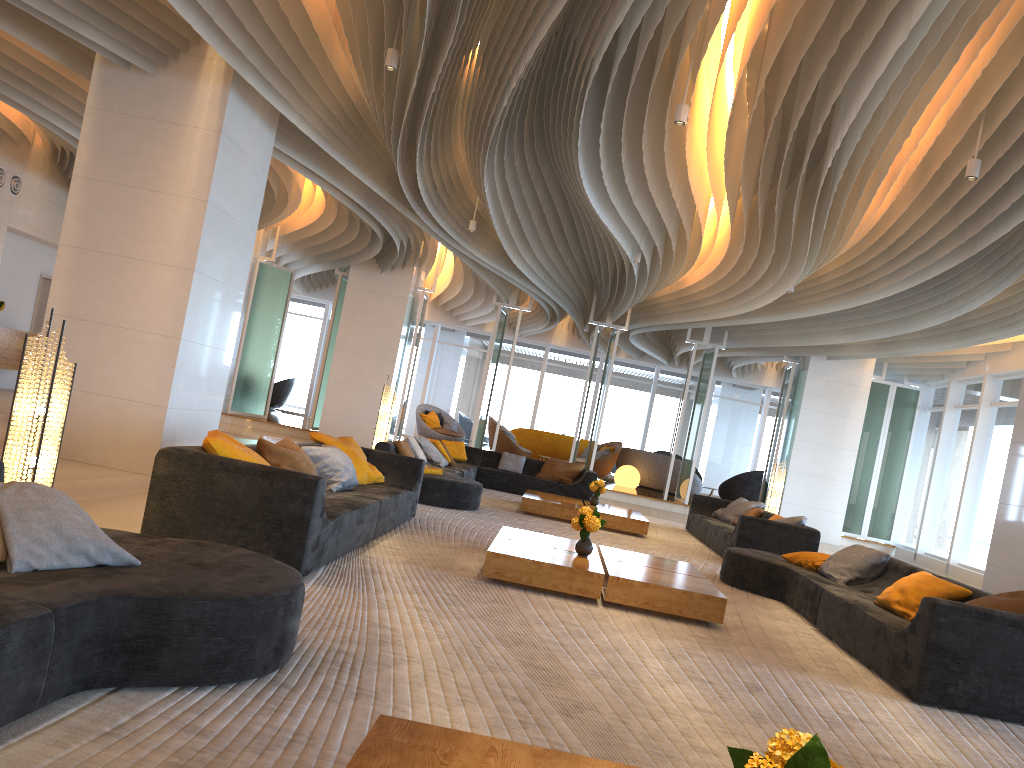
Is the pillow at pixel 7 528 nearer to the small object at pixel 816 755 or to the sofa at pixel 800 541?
the small object at pixel 816 755

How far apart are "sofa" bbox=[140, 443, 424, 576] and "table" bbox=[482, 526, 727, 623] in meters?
0.9

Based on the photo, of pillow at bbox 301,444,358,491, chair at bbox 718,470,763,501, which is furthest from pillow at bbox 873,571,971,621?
A: chair at bbox 718,470,763,501

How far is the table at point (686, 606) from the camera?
5.8 meters

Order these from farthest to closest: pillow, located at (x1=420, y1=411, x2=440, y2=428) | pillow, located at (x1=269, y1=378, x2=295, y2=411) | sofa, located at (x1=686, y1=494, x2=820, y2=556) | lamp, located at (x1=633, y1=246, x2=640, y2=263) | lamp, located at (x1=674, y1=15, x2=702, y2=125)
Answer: pillow, located at (x1=269, y1=378, x2=295, y2=411) < pillow, located at (x1=420, y1=411, x2=440, y2=428) < lamp, located at (x1=633, y1=246, x2=640, y2=263) < sofa, located at (x1=686, y1=494, x2=820, y2=556) < lamp, located at (x1=674, y1=15, x2=702, y2=125)

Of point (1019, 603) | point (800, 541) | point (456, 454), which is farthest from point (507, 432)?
point (1019, 603)

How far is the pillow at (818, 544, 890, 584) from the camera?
7.3m

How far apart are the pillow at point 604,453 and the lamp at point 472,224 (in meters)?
9.56

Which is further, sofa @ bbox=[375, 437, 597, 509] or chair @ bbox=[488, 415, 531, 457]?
chair @ bbox=[488, 415, 531, 457]

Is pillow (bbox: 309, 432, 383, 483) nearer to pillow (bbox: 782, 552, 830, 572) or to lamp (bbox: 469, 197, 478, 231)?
pillow (bbox: 782, 552, 830, 572)
